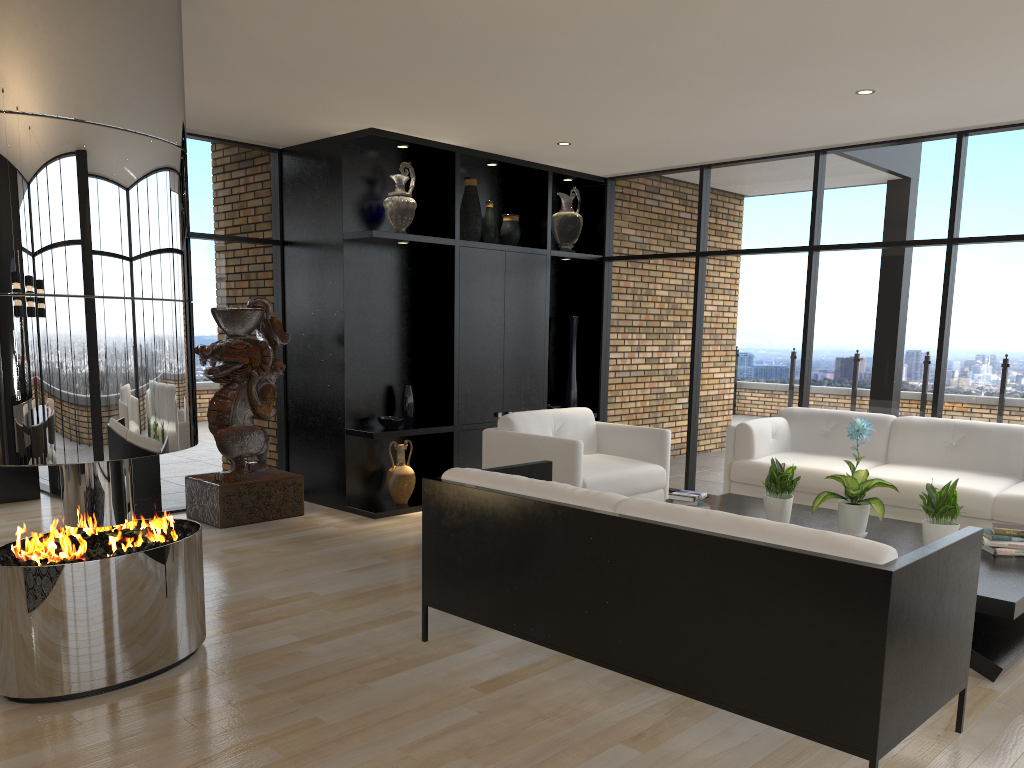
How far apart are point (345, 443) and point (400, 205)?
1.8 meters

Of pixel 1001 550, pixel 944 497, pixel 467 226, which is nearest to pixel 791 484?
pixel 944 497

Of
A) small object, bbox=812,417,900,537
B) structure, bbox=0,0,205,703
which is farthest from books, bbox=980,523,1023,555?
structure, bbox=0,0,205,703

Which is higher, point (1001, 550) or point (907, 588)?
point (907, 588)

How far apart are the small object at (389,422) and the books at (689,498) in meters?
2.5 m

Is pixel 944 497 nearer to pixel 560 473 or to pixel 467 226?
pixel 560 473

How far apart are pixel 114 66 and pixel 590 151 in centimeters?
429cm

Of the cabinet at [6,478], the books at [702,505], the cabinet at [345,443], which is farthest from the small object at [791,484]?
the cabinet at [6,478]

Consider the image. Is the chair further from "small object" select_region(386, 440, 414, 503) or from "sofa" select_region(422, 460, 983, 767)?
"small object" select_region(386, 440, 414, 503)

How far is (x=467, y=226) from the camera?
7.07m
